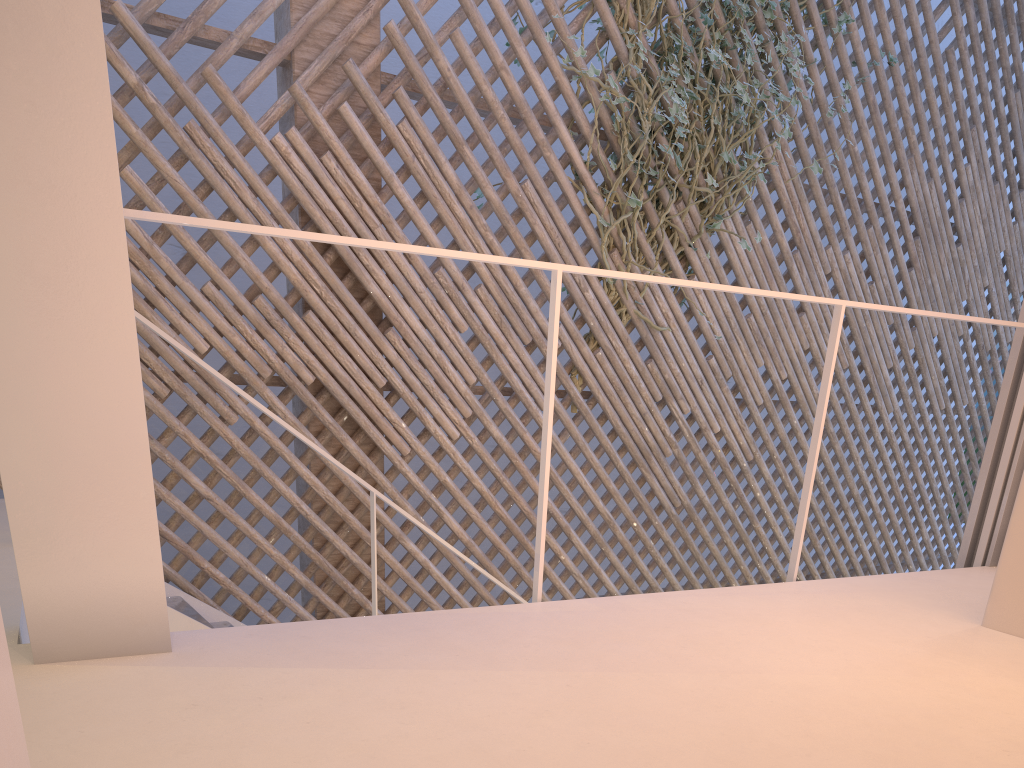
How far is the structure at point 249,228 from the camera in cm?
110

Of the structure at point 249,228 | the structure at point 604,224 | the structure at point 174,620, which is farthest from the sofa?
the structure at point 604,224

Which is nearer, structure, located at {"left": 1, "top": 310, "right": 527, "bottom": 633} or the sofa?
the sofa

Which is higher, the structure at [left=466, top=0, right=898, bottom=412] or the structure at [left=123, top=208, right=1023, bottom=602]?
the structure at [left=466, top=0, right=898, bottom=412]

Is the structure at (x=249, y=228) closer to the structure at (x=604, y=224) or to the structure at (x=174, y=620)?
the structure at (x=174, y=620)

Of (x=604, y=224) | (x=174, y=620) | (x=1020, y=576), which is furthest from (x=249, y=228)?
(x=604, y=224)

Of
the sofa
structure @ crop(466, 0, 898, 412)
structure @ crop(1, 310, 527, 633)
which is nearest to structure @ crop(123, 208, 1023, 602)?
the sofa

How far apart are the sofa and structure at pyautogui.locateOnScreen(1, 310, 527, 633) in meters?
1.3 m

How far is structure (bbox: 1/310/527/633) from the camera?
1.76m

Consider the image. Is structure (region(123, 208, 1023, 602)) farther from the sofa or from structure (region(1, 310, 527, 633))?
structure (region(1, 310, 527, 633))
